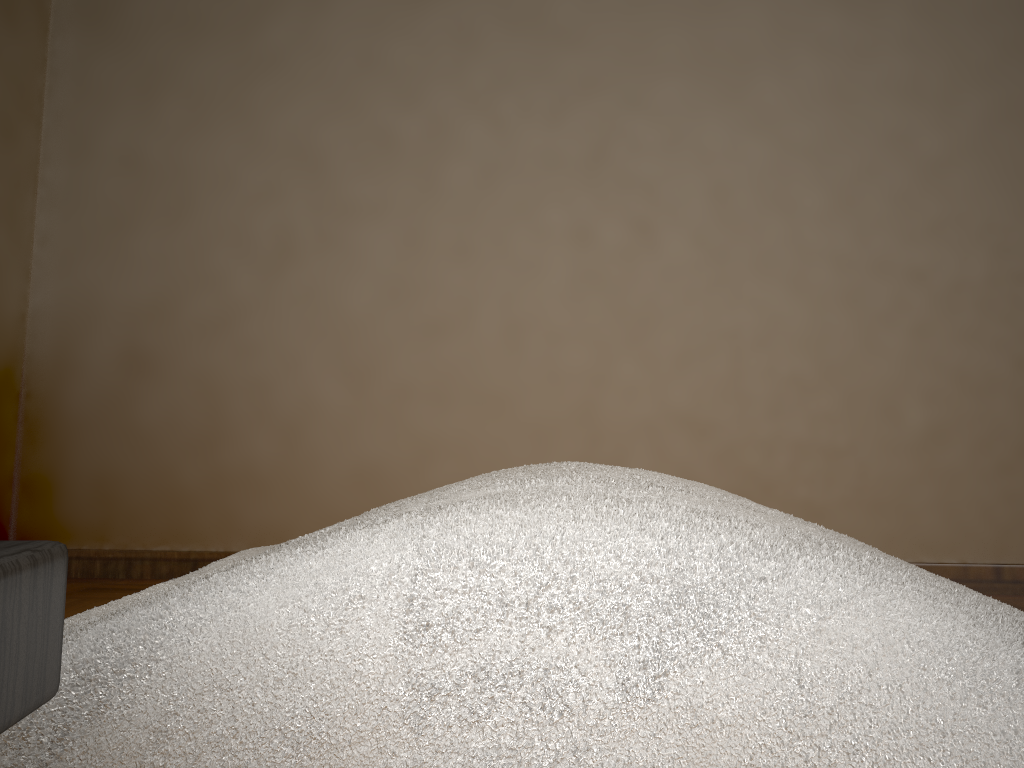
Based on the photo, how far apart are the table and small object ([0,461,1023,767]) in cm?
13

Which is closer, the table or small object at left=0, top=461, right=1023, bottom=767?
the table

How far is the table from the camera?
0.2 meters

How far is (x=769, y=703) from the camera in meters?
0.3 m

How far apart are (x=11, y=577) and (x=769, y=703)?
0.3 meters

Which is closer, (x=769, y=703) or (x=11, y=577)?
(x=11, y=577)

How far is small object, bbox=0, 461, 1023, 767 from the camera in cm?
35

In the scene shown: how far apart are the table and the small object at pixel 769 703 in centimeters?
13cm
